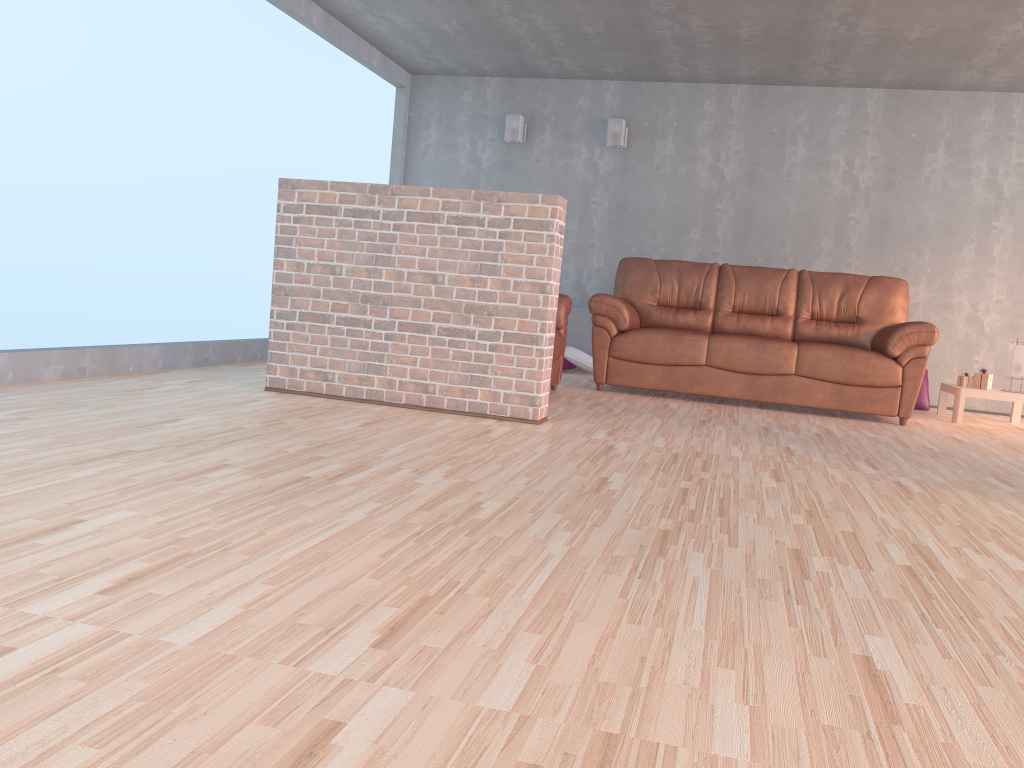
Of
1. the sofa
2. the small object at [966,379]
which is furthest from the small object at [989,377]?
the sofa

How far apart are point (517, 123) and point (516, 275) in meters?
3.9

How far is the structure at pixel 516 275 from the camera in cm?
410

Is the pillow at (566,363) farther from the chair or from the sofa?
the chair

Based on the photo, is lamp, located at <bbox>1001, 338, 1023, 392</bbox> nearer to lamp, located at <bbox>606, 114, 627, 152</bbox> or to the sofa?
the sofa

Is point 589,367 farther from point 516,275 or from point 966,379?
point 516,275

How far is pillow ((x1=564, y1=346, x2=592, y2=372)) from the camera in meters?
7.2 m

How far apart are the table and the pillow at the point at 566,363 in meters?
2.8 m

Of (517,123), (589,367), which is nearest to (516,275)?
(589,367)

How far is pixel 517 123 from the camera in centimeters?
756cm
